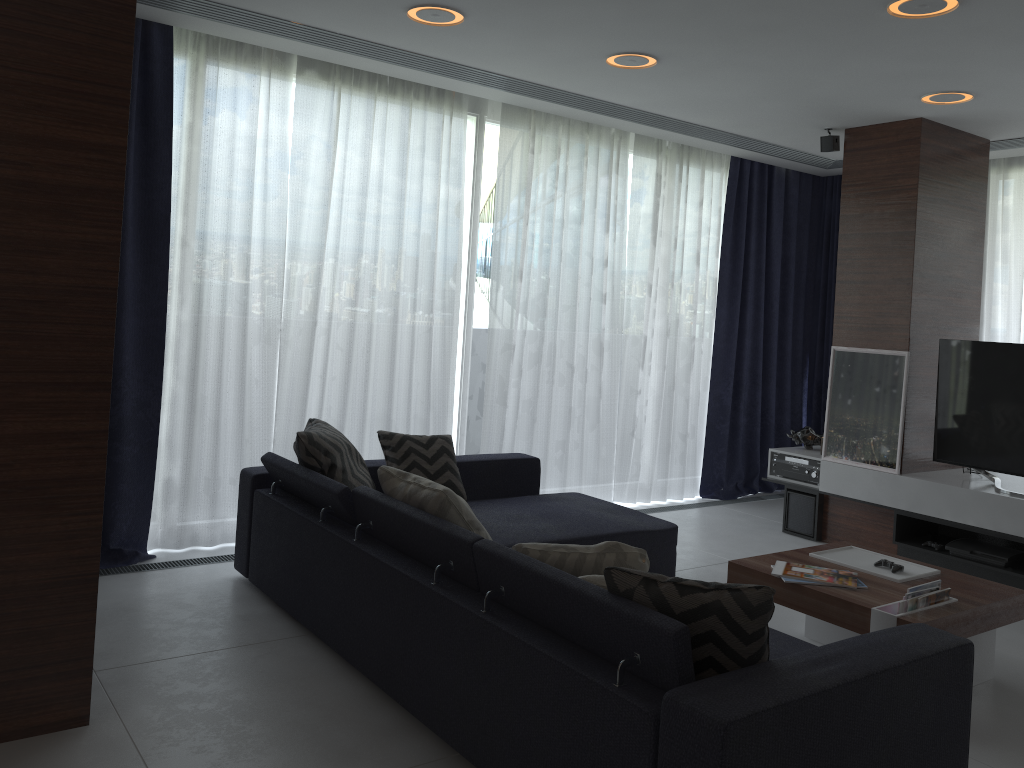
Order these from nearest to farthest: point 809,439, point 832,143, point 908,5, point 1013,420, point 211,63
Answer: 1. point 908,5
2. point 211,63
3. point 1013,420
4. point 832,143
5. point 809,439

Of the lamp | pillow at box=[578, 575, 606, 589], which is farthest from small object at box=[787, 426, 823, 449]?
pillow at box=[578, 575, 606, 589]

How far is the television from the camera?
4.74m

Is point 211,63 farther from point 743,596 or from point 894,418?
point 894,418

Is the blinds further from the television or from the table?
the table

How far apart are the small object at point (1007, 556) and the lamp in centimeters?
235cm

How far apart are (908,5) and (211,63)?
3.1m

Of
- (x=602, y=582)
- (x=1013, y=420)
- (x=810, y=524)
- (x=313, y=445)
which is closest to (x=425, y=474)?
(x=313, y=445)

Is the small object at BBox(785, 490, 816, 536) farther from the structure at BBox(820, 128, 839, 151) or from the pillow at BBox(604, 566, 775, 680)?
the pillow at BBox(604, 566, 775, 680)

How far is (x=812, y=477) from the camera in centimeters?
559cm
